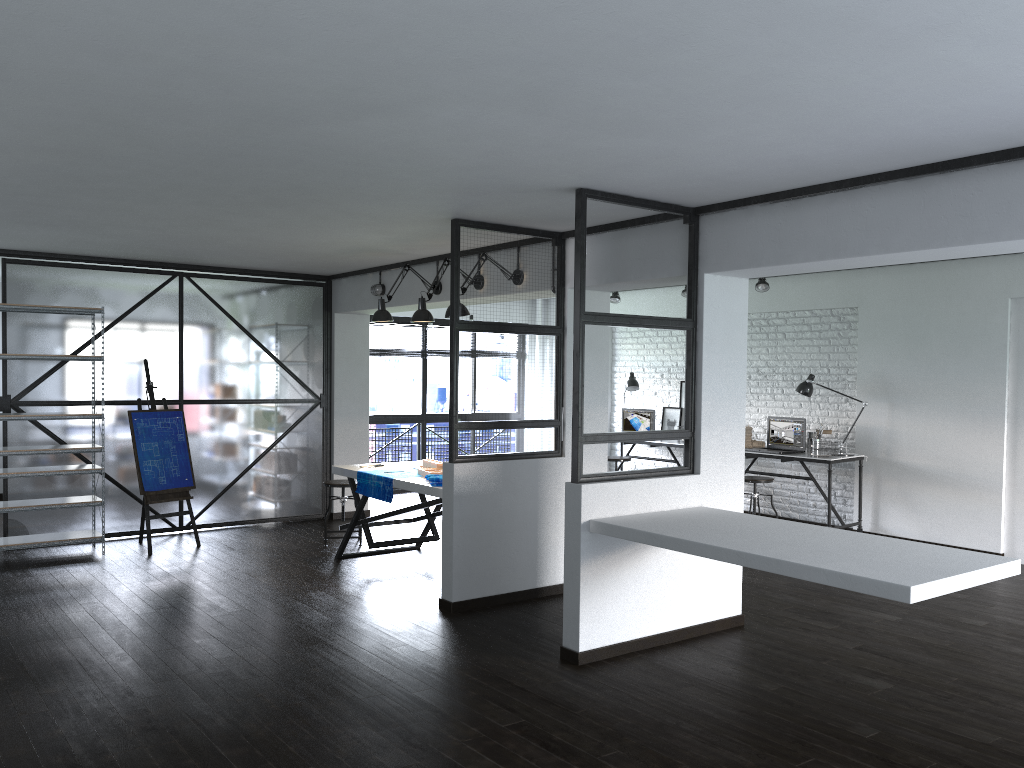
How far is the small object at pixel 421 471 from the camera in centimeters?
602cm

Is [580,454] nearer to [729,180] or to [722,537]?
[722,537]

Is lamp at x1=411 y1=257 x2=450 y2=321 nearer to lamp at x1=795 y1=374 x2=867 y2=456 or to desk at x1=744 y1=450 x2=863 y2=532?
desk at x1=744 y1=450 x2=863 y2=532

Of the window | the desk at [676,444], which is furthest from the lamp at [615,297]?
the window

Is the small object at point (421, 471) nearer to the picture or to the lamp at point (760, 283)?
the lamp at point (760, 283)

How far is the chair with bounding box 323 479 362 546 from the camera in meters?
7.1 m

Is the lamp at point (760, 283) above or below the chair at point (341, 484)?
above

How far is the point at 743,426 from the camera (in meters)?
4.96

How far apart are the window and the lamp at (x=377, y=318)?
3.4 meters

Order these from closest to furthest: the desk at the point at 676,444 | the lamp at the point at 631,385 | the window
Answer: the desk at the point at 676,444, the lamp at the point at 631,385, the window
